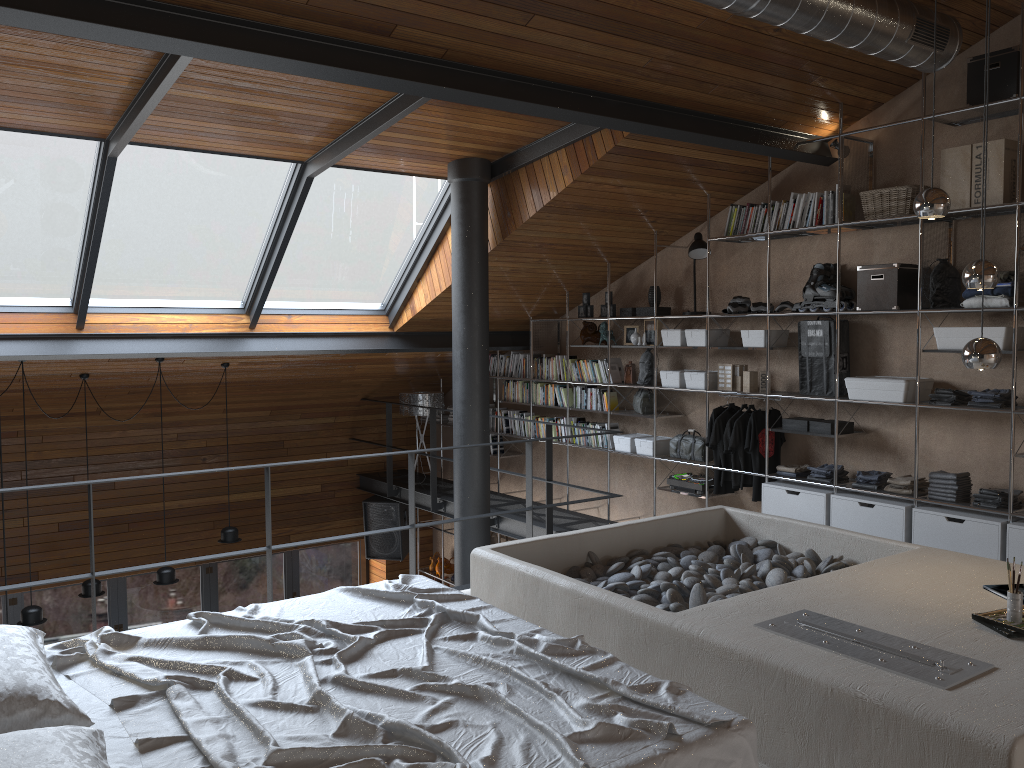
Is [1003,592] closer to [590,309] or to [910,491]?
[910,491]

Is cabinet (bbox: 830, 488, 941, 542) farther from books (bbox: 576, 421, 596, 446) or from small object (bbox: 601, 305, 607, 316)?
small object (bbox: 601, 305, 607, 316)

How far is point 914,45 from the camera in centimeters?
463cm

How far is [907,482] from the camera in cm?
555

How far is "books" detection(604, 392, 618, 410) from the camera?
7.9 meters

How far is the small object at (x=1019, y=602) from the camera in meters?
3.1 m

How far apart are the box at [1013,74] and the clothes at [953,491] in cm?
220

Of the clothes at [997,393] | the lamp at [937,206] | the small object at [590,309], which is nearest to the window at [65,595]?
the small object at [590,309]

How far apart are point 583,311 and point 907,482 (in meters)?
3.38

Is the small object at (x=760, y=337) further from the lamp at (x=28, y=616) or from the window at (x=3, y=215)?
the lamp at (x=28, y=616)
